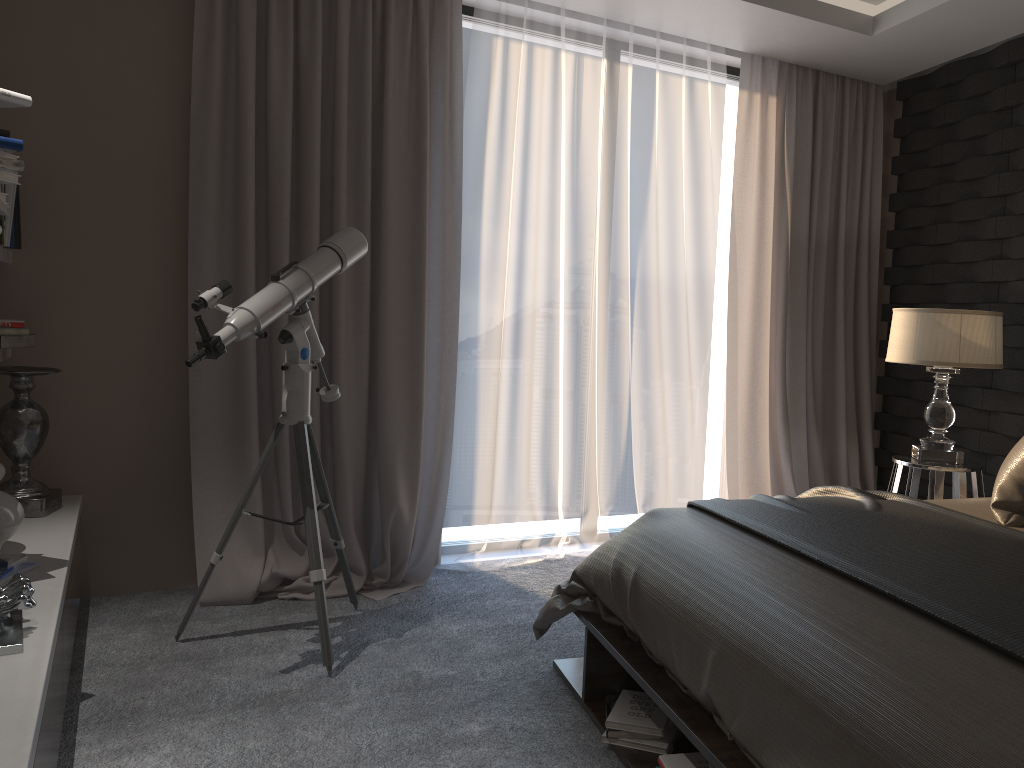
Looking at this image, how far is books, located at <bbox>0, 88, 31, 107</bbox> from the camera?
2.3 meters

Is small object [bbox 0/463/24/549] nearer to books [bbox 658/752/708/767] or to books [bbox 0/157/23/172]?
books [bbox 0/157/23/172]

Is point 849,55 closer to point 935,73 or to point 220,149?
point 935,73

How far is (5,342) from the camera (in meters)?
2.96

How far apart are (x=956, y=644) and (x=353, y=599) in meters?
2.3 m

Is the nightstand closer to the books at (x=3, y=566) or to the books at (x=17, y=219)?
the books at (x=3, y=566)

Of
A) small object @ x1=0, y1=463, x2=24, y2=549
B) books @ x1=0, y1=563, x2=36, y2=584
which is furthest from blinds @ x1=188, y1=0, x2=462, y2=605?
books @ x1=0, y1=563, x2=36, y2=584

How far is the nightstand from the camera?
3.40m

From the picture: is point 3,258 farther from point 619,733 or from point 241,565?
point 619,733

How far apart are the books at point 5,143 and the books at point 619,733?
2.15m
